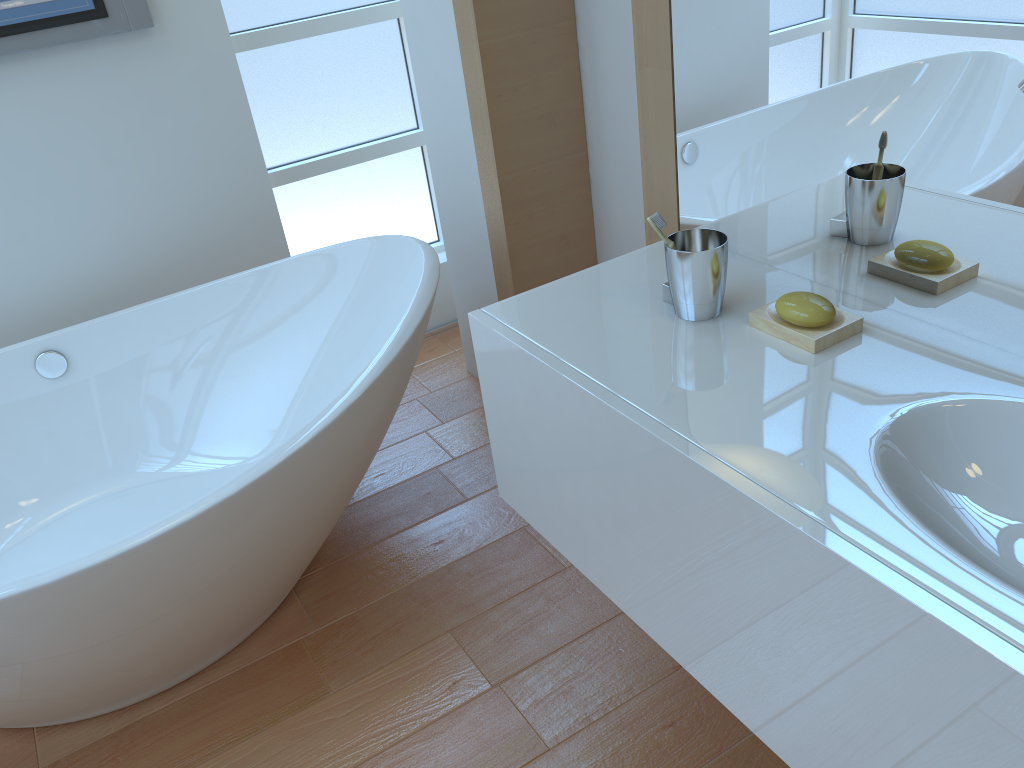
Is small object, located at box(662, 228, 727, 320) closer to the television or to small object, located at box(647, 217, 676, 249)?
small object, located at box(647, 217, 676, 249)

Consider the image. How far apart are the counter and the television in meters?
1.5 m

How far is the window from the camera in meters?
2.6

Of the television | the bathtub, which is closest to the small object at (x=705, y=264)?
the bathtub

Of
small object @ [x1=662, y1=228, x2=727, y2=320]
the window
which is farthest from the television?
small object @ [x1=662, y1=228, x2=727, y2=320]

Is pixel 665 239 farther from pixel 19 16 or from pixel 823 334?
pixel 19 16

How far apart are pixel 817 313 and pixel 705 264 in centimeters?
17cm

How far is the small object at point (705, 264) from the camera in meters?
1.3

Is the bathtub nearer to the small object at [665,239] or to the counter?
the counter

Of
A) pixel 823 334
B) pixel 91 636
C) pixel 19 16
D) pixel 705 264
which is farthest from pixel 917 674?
pixel 19 16
